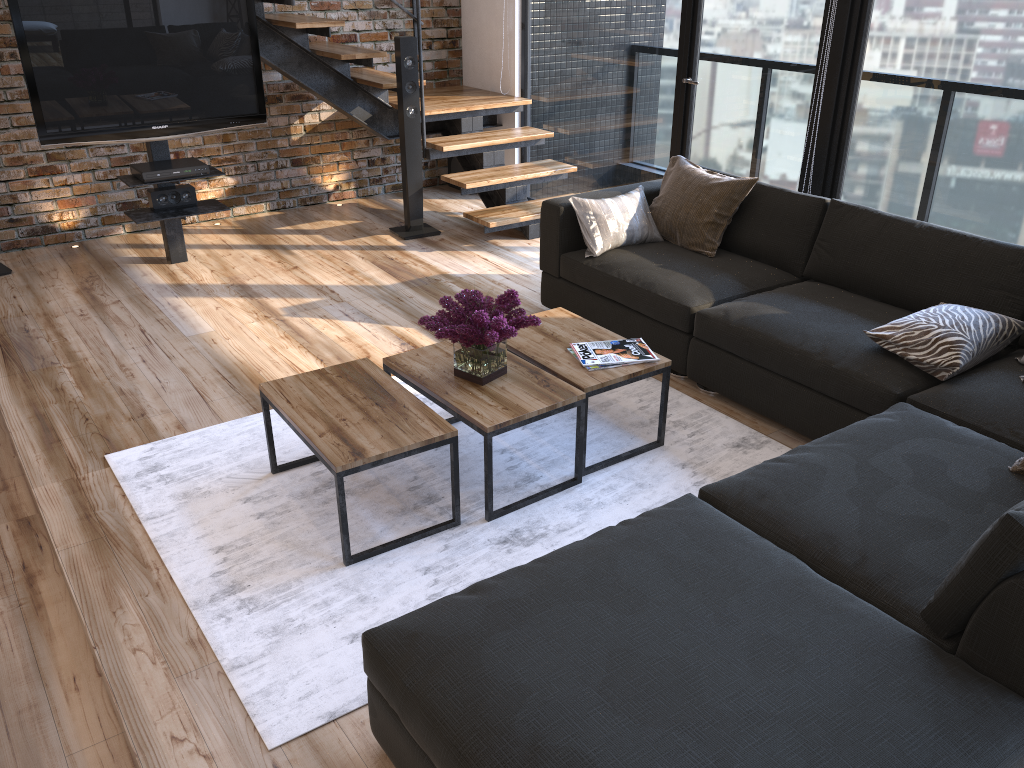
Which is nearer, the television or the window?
the window

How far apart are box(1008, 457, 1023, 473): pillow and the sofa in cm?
3

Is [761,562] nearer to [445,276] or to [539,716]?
[539,716]

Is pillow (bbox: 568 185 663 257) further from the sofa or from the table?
the table

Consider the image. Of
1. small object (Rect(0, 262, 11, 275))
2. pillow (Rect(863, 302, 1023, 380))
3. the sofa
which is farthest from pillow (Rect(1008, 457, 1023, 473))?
small object (Rect(0, 262, 11, 275))

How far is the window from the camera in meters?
3.8

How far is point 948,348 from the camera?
3.0m

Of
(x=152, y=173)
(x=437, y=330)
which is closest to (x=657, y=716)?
(x=437, y=330)

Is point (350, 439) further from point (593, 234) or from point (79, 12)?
point (79, 12)

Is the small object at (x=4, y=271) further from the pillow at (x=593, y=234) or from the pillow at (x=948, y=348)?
the pillow at (x=948, y=348)
